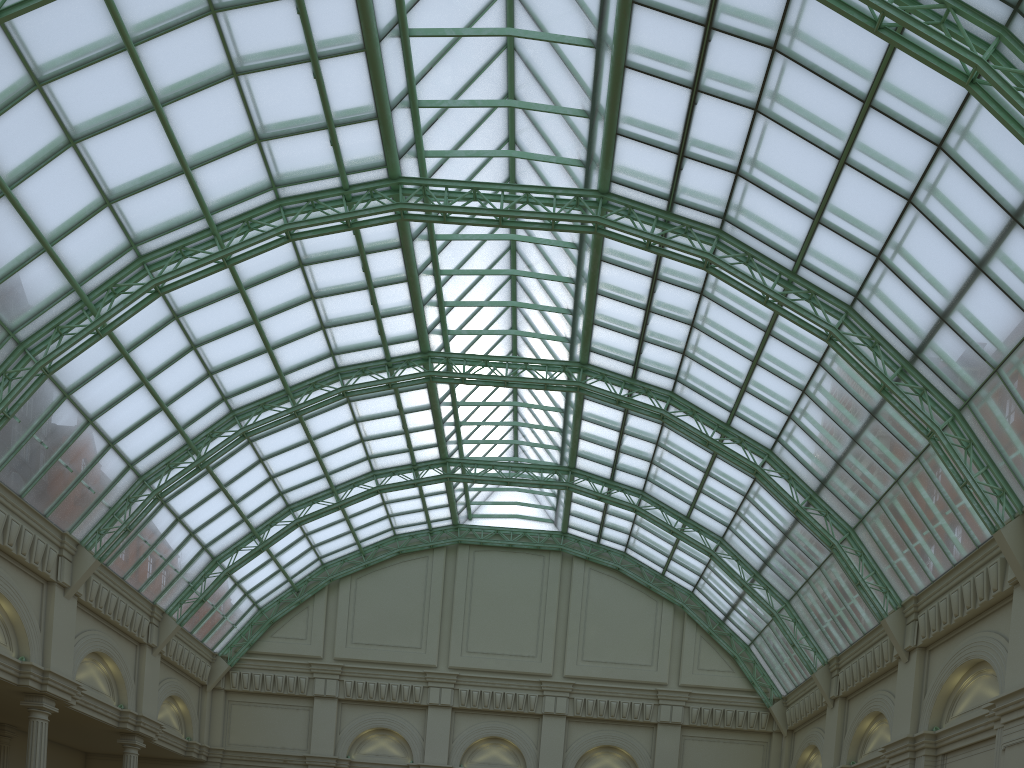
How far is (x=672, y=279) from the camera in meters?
36.2 m
